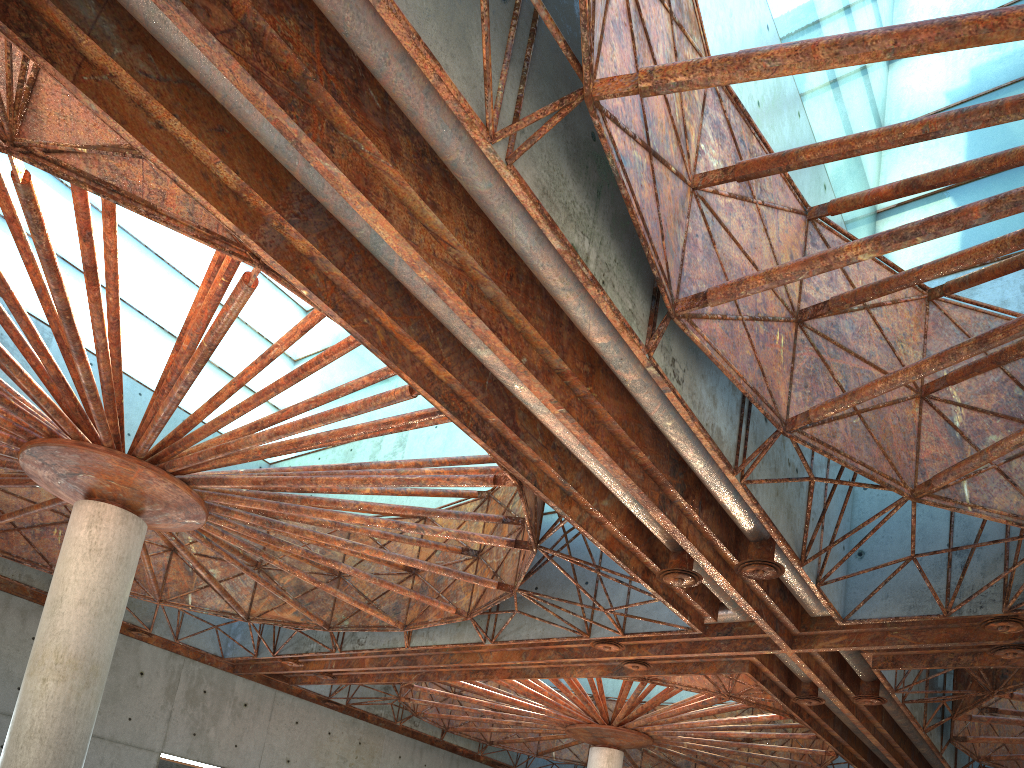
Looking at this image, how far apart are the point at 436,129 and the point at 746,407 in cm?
953
